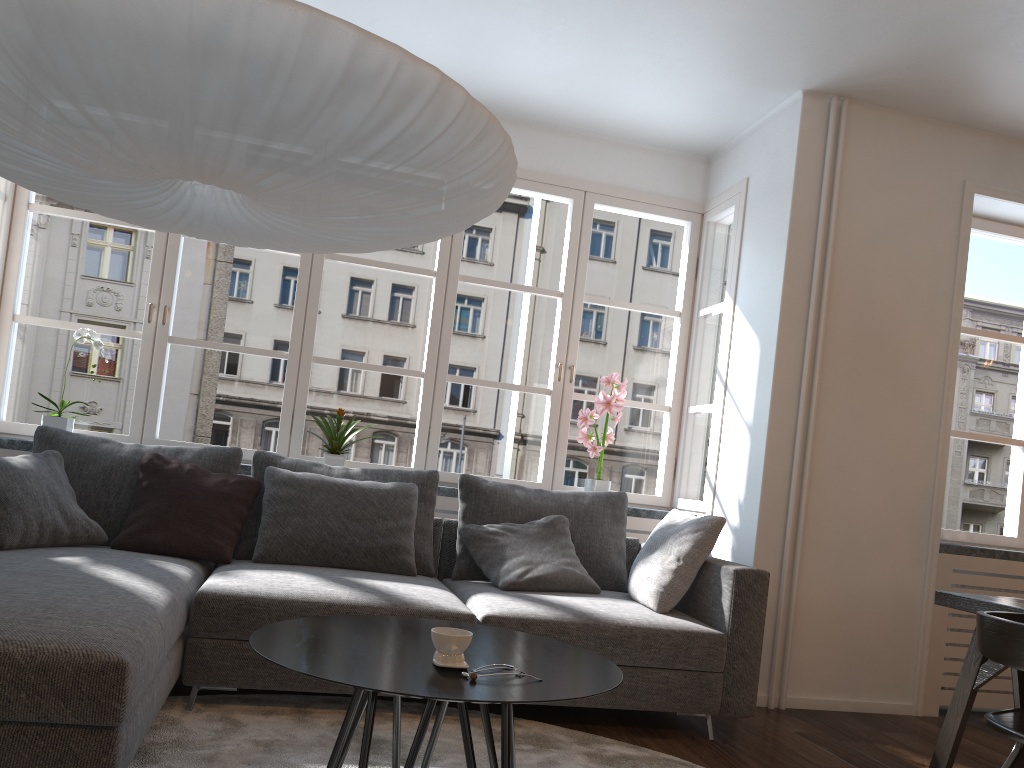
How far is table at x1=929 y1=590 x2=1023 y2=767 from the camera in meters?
2.7 m

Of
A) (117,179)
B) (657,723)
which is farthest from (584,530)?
(117,179)

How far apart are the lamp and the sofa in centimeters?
100cm

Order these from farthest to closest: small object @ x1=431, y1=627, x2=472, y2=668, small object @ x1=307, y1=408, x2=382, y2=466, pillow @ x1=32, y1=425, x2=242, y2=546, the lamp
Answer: small object @ x1=307, y1=408, x2=382, y2=466, pillow @ x1=32, y1=425, x2=242, y2=546, small object @ x1=431, y1=627, x2=472, y2=668, the lamp

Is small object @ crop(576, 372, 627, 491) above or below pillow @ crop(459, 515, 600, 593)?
above

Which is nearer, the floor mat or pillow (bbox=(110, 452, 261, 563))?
the floor mat

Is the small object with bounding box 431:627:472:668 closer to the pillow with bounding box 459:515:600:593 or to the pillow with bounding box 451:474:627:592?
the pillow with bounding box 459:515:600:593

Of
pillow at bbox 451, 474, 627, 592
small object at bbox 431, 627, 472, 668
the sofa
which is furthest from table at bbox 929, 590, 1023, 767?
small object at bbox 431, 627, 472, 668

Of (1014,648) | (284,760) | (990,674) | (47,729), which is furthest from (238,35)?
(990,674)

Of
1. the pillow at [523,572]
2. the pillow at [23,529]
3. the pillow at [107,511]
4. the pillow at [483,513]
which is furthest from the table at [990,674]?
the pillow at [23,529]
